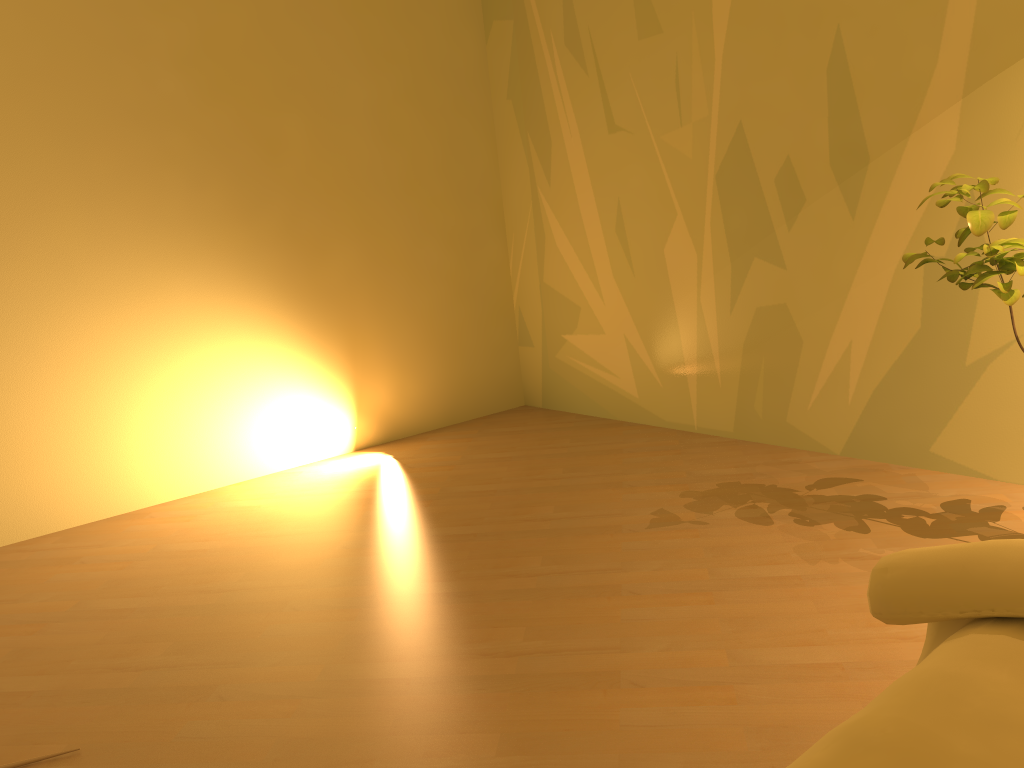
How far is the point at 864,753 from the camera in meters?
0.7 m

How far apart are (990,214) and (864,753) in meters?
1.5

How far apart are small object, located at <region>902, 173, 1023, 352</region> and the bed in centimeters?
108cm

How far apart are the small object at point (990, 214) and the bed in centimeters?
108cm

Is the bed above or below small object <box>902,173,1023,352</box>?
below

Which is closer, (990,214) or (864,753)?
(864,753)

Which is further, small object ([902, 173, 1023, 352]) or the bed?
small object ([902, 173, 1023, 352])

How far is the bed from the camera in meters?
0.7

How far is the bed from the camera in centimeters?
66cm
